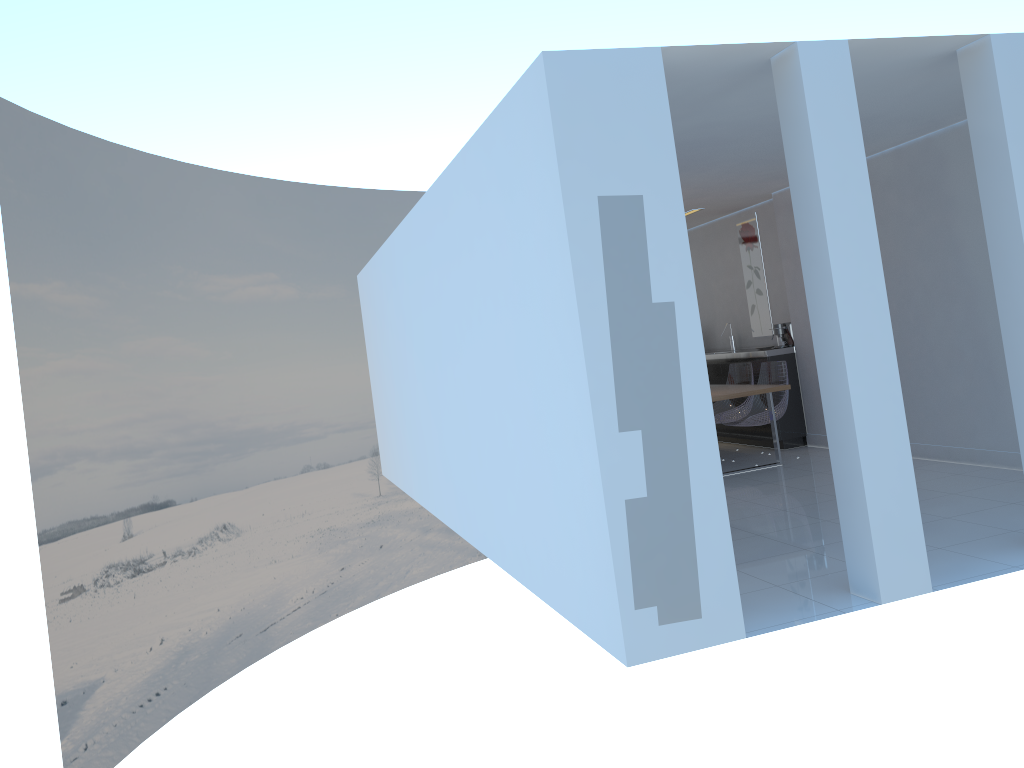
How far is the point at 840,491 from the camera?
4.1 meters

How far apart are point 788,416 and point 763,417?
0.78m

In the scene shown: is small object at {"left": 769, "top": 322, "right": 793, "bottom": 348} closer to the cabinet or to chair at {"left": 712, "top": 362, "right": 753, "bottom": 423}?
the cabinet

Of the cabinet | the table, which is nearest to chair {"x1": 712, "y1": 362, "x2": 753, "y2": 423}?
the cabinet

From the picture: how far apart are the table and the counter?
0.8 meters

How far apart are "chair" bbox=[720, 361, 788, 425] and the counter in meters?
0.2 m

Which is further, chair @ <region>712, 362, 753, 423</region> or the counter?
chair @ <region>712, 362, 753, 423</region>

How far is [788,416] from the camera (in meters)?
8.61

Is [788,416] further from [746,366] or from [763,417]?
[763,417]

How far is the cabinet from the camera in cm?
861
